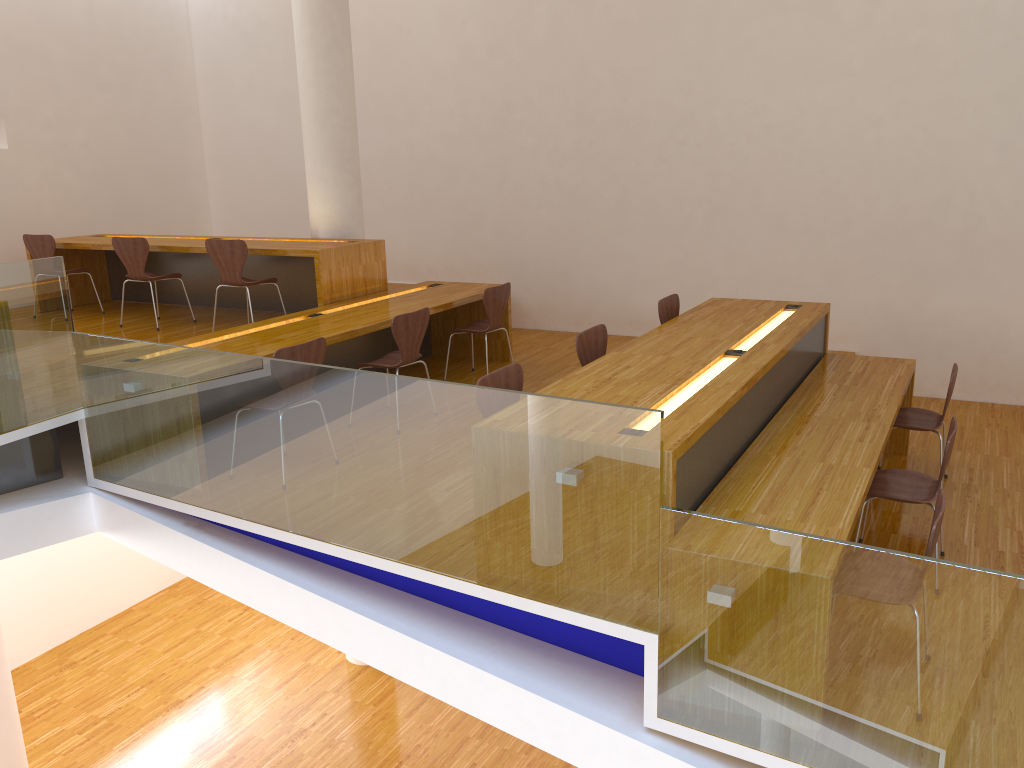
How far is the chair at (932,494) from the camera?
3.9 meters

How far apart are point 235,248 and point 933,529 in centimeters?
480cm

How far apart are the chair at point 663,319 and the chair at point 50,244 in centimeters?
491cm

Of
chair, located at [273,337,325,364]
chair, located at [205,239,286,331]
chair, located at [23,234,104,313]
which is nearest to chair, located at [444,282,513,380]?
chair, located at [205,239,286,331]

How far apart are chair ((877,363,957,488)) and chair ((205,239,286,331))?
4.3m

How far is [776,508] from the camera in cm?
322

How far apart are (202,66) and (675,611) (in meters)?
8.61

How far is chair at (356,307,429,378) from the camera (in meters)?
5.13

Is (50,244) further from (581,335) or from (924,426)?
(924,426)

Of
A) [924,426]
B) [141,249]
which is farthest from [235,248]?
[924,426]
